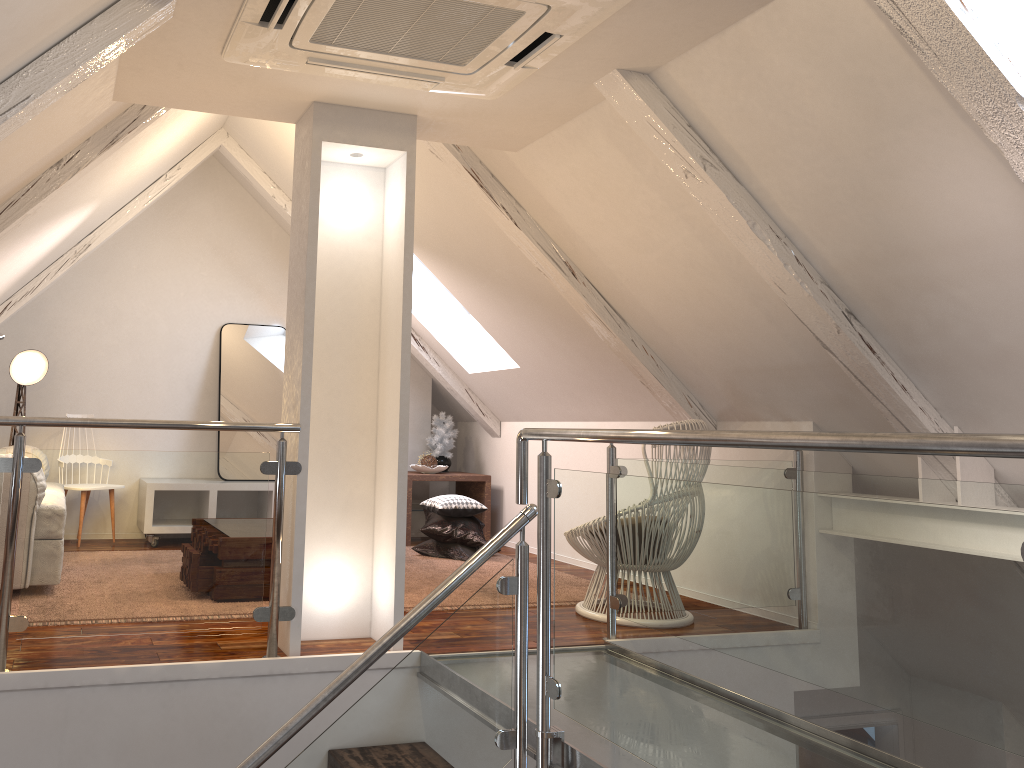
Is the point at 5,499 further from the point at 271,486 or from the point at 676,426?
the point at 676,426

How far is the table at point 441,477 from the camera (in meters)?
5.62

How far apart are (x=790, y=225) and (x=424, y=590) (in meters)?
2.23

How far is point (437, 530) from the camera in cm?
493

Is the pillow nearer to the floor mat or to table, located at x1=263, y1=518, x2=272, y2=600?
the floor mat

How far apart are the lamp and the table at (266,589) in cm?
181

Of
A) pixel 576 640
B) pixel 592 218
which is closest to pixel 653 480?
pixel 576 640

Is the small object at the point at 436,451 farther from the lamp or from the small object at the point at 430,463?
the lamp

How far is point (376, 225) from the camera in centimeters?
314cm

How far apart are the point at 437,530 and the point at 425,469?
0.78m
